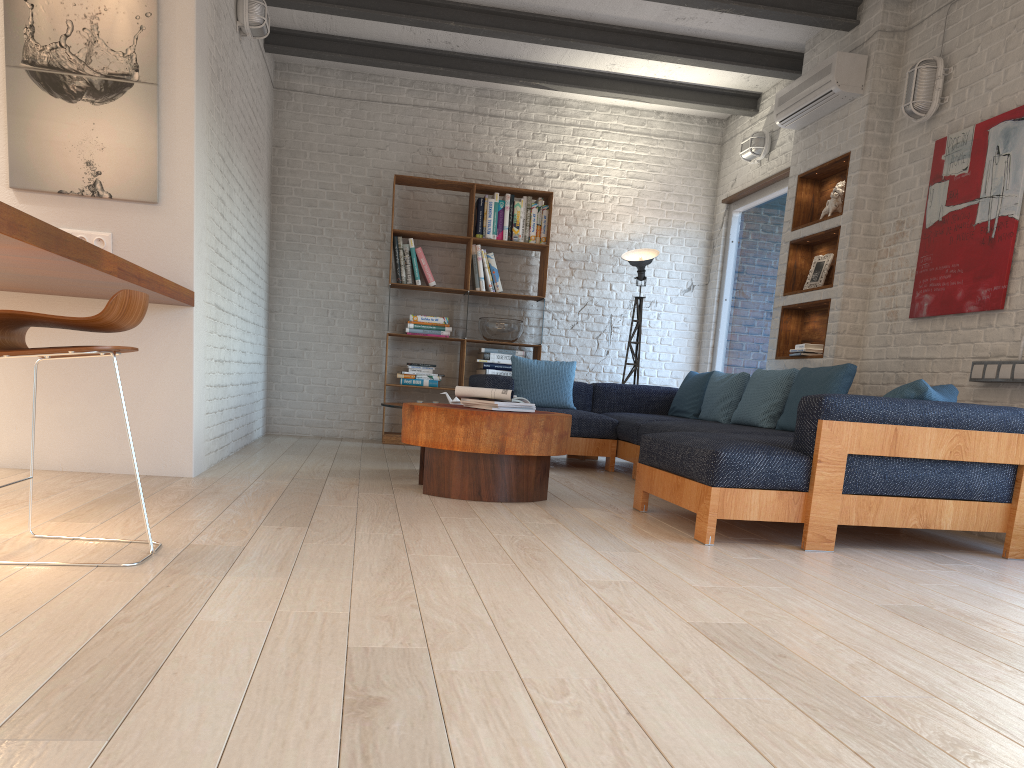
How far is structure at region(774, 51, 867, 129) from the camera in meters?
5.6 m

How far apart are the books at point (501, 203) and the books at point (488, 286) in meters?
0.4 m

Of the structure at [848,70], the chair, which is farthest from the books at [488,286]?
the chair

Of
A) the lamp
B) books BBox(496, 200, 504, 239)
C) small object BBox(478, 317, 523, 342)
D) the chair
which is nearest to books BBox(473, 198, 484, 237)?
books BBox(496, 200, 504, 239)

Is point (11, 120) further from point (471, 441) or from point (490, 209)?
point (490, 209)

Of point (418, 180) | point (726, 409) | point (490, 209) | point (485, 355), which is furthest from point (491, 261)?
point (726, 409)

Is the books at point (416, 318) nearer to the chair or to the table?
the table

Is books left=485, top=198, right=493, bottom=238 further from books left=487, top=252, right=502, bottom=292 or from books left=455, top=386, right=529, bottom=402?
books left=455, top=386, right=529, bottom=402

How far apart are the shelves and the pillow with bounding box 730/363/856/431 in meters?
0.4 m

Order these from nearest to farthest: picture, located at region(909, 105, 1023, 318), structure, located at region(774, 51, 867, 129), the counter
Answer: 1. the counter
2. picture, located at region(909, 105, 1023, 318)
3. structure, located at region(774, 51, 867, 129)
